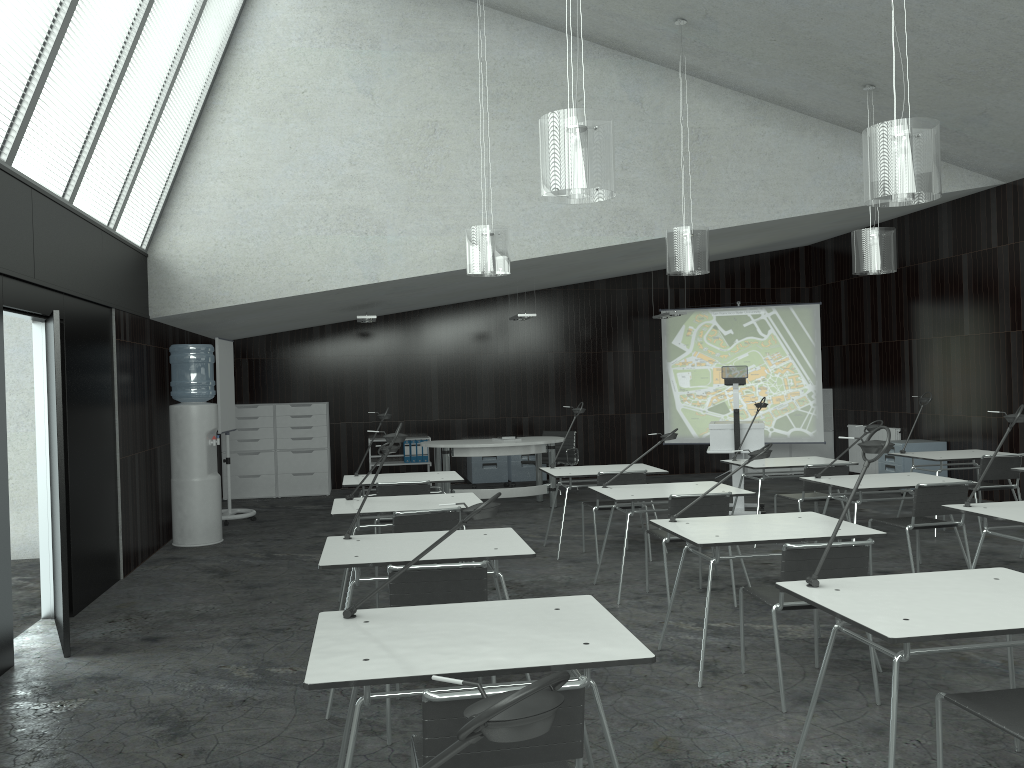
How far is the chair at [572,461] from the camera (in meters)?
10.90

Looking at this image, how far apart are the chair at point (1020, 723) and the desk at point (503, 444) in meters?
6.6

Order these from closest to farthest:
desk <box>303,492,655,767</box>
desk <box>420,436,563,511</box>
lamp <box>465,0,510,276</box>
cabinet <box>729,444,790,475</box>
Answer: desk <box>303,492,655,767</box> → lamp <box>465,0,510,276</box> → desk <box>420,436,563,511</box> → cabinet <box>729,444,790,475</box>

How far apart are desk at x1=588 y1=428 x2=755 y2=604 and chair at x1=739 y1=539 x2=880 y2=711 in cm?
139

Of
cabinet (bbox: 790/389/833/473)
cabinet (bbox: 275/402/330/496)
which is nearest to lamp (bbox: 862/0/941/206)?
cabinet (bbox: 275/402/330/496)

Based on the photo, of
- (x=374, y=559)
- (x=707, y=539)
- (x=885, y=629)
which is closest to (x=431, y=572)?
(x=374, y=559)

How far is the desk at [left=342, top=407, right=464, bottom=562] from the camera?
6.69m

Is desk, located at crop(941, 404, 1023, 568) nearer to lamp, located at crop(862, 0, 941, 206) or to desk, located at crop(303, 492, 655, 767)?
lamp, located at crop(862, 0, 941, 206)

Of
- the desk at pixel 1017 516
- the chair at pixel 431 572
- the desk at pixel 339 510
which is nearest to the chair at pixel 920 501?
the desk at pixel 1017 516

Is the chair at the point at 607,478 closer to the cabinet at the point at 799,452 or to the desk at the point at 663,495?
the desk at the point at 663,495
